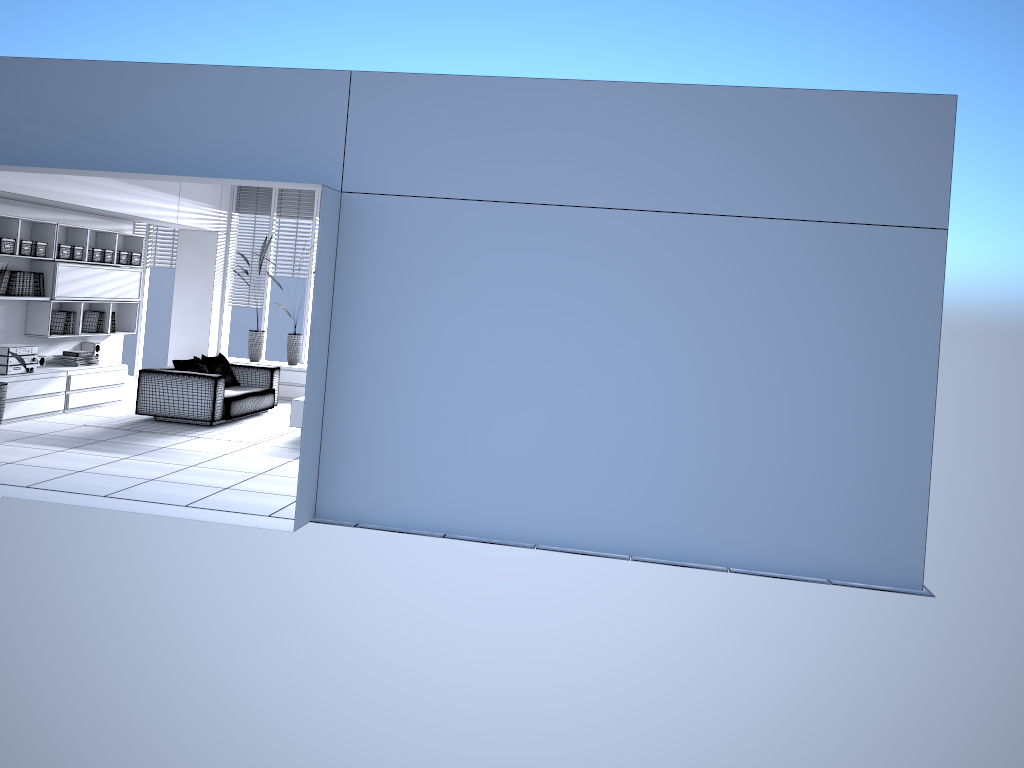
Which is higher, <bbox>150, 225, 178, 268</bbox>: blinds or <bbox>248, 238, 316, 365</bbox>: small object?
<bbox>150, 225, 178, 268</bbox>: blinds

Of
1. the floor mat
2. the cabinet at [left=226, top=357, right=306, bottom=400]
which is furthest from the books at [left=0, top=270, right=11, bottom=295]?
the cabinet at [left=226, top=357, right=306, bottom=400]

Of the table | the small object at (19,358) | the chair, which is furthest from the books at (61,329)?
the table

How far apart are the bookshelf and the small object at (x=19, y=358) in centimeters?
138cm

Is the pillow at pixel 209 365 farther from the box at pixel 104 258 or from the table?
the box at pixel 104 258

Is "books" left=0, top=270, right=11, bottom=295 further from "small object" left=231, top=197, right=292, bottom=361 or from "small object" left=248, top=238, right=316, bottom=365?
"small object" left=248, top=238, right=316, bottom=365

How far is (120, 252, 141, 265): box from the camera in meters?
10.9 m

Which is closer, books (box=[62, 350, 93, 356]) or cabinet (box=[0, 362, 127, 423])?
cabinet (box=[0, 362, 127, 423])

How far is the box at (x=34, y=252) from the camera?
9.1 meters

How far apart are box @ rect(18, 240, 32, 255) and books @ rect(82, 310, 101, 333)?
1.52m
